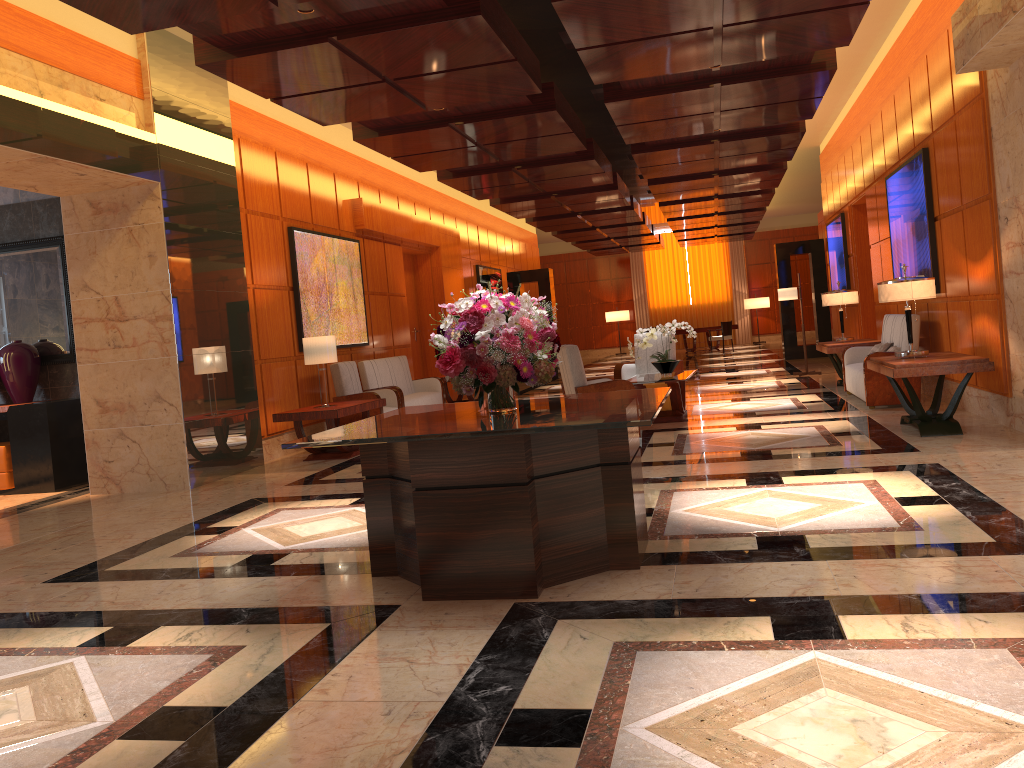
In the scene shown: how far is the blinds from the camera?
30.1 meters

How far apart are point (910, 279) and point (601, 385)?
2.8 meters

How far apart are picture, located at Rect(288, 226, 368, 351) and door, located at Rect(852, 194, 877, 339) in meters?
7.5 m

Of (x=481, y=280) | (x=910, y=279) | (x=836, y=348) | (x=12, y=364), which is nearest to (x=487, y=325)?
(x=910, y=279)

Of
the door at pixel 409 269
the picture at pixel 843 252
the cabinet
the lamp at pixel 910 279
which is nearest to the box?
the cabinet

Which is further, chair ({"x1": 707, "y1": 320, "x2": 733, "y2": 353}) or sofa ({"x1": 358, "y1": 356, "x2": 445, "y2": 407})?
chair ({"x1": 707, "y1": 320, "x2": 733, "y2": 353})

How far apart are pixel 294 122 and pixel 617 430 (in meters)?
8.02

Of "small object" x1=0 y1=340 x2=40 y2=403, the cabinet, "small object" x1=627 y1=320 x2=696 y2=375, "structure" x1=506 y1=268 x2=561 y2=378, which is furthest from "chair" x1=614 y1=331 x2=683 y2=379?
"structure" x1=506 y1=268 x2=561 y2=378

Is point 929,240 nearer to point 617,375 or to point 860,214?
point 617,375

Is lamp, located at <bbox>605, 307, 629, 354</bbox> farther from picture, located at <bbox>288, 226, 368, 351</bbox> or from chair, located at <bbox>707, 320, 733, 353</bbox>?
picture, located at <bbox>288, 226, 368, 351</bbox>
